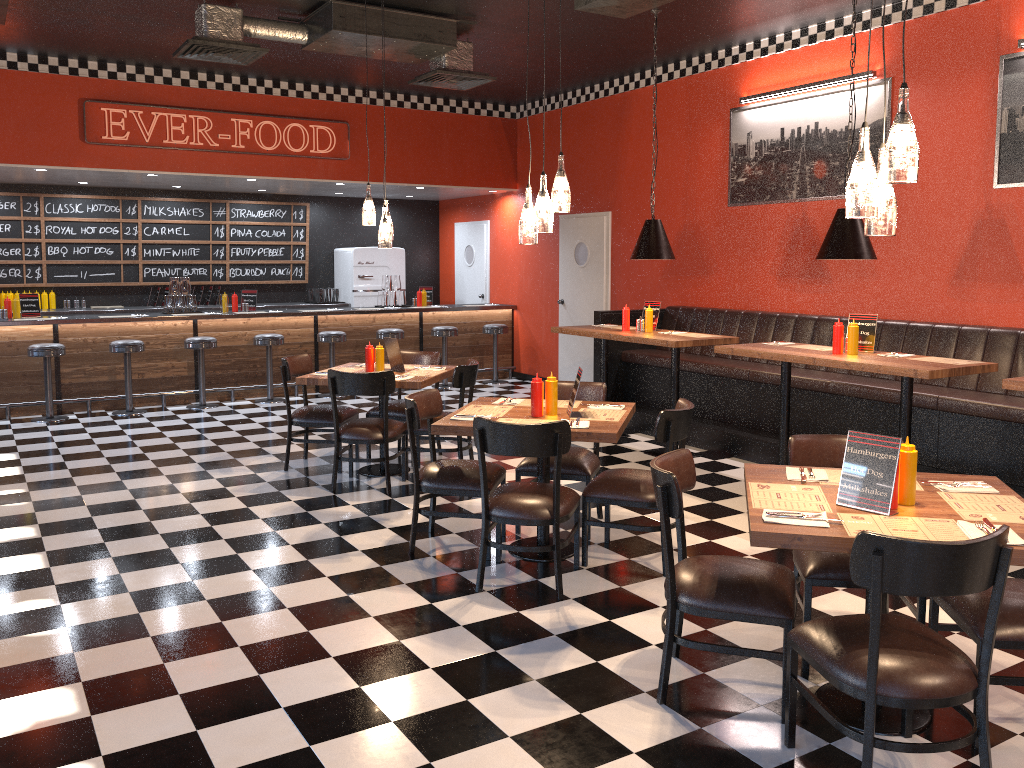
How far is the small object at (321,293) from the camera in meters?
12.4 m

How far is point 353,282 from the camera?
12.5m

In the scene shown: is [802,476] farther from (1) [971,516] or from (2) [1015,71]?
(2) [1015,71]

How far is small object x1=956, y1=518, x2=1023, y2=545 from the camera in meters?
2.7

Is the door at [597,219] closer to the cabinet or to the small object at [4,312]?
the cabinet

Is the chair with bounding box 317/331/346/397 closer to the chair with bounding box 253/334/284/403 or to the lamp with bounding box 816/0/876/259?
the chair with bounding box 253/334/284/403

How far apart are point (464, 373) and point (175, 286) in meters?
5.2

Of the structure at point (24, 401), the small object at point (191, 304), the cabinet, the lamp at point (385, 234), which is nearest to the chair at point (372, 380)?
the lamp at point (385, 234)

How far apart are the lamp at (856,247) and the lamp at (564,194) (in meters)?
2.00

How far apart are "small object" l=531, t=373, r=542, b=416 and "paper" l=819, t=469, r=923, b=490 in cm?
168
